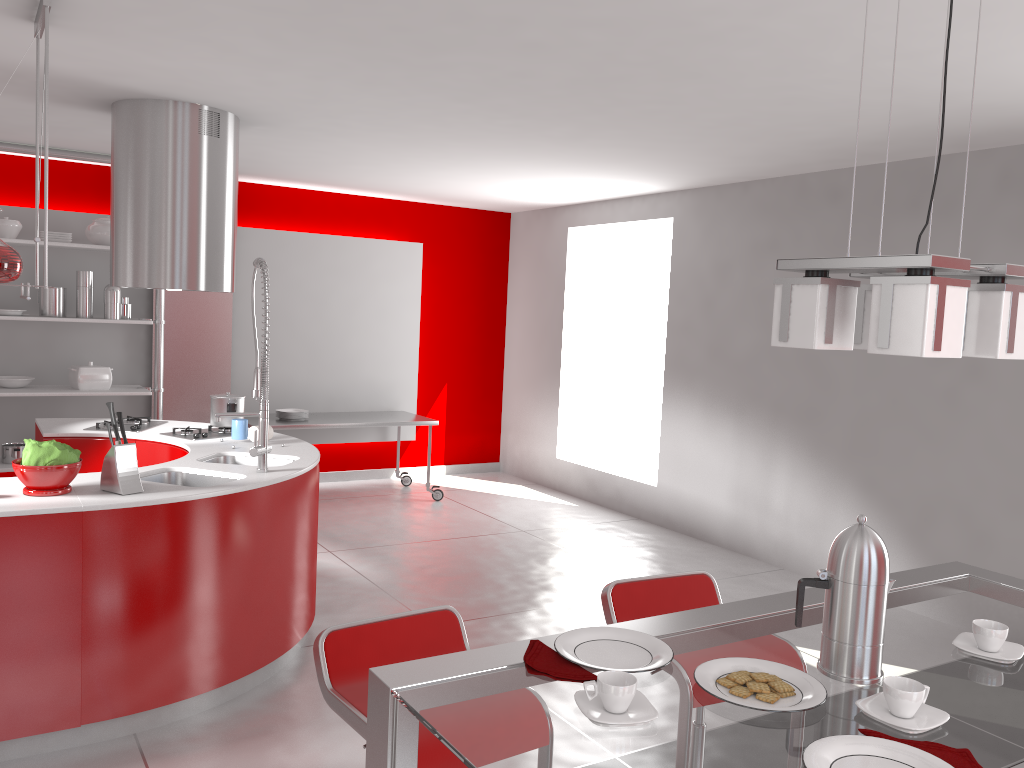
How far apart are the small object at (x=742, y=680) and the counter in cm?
238

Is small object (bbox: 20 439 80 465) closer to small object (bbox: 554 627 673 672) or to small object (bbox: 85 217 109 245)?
small object (bbox: 554 627 673 672)

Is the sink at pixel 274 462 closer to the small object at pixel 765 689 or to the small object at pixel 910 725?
the small object at pixel 765 689

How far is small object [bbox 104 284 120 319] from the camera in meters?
6.2

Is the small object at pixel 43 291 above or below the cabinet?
above

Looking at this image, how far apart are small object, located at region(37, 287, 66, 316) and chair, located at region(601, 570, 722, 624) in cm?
506

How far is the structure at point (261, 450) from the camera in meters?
3.8 m

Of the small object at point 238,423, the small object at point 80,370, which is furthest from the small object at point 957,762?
the small object at point 80,370

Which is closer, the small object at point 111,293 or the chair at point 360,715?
the chair at point 360,715

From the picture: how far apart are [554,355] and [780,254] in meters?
2.7
